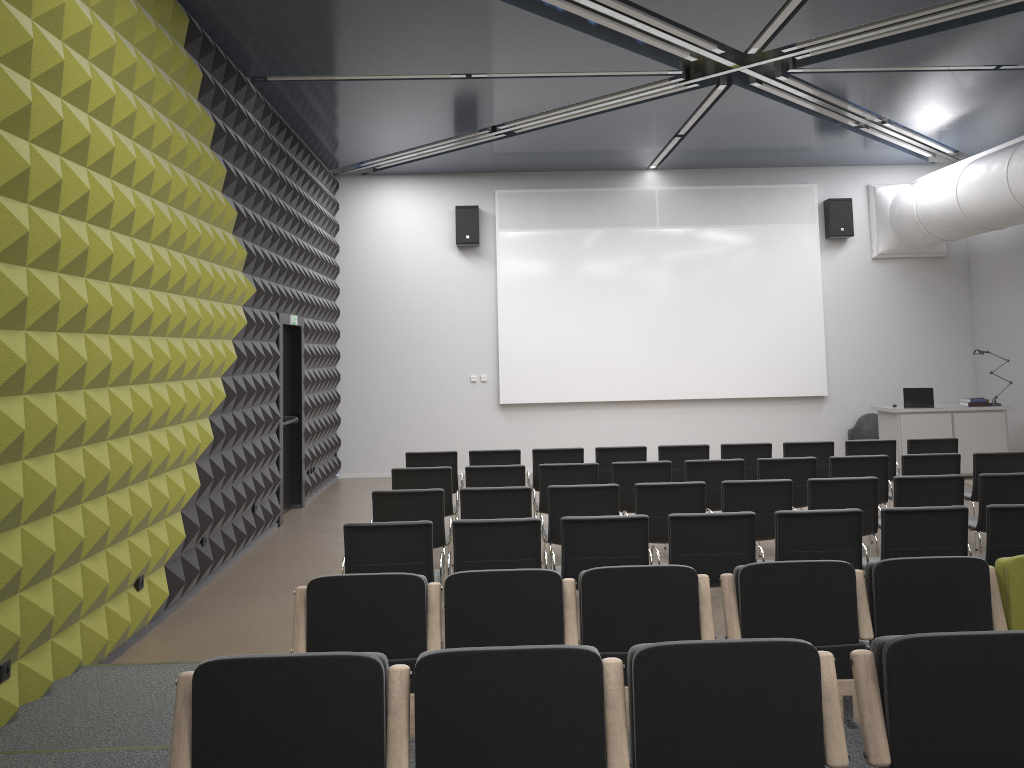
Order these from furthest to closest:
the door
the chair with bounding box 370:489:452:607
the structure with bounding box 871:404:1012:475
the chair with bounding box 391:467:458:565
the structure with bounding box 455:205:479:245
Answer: the structure with bounding box 455:205:479:245 < the structure with bounding box 871:404:1012:475 < the door < the chair with bounding box 391:467:458:565 < the chair with bounding box 370:489:452:607

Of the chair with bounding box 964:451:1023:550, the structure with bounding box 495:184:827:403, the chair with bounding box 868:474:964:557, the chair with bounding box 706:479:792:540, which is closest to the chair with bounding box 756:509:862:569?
the chair with bounding box 706:479:792:540

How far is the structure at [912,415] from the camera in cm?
1244

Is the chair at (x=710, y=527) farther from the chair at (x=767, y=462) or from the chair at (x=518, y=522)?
the chair at (x=767, y=462)

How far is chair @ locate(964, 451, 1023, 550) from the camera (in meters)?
8.24

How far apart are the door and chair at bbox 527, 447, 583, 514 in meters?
3.0

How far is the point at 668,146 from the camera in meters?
12.5

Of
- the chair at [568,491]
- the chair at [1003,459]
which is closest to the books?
the chair at [1003,459]

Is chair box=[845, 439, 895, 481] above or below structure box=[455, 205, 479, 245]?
below

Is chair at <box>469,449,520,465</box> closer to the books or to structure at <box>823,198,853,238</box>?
the books
